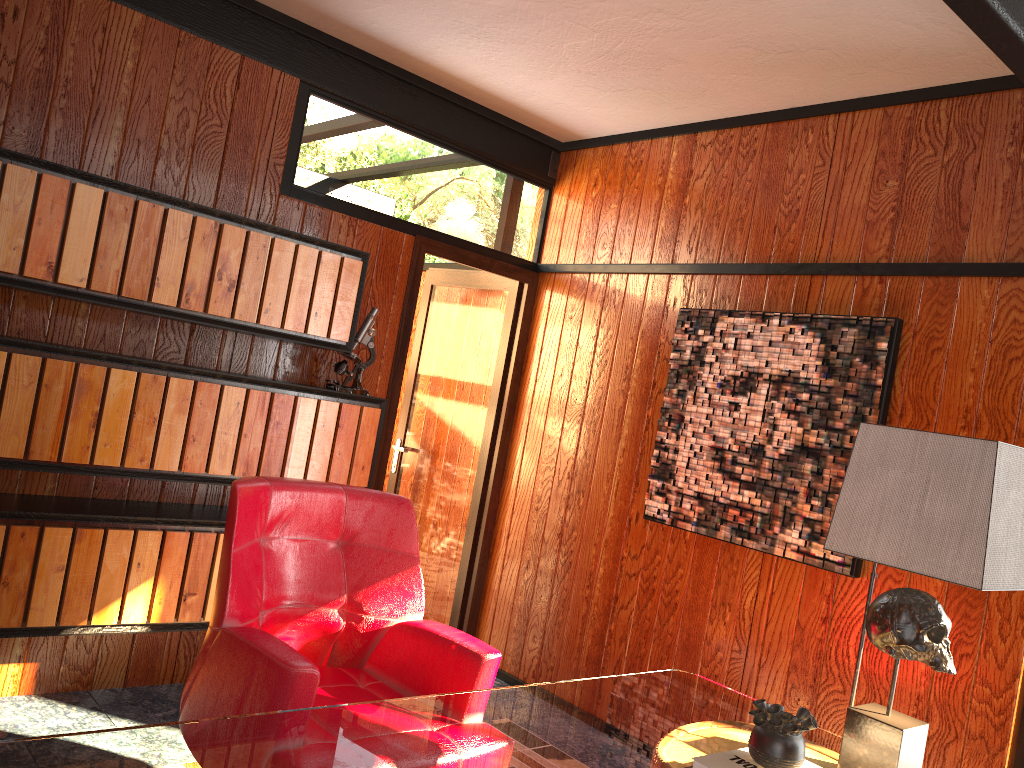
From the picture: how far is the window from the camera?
2.58m

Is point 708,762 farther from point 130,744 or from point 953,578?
point 130,744

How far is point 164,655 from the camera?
3.3 meters

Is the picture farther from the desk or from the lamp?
the lamp

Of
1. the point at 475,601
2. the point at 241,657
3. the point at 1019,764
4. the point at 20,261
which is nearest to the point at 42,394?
the point at 20,261

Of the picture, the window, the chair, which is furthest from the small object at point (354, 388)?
the window

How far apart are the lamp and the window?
1.03m

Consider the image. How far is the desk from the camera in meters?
1.4 m

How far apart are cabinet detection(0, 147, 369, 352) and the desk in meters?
1.7

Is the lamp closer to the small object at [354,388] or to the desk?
the desk
